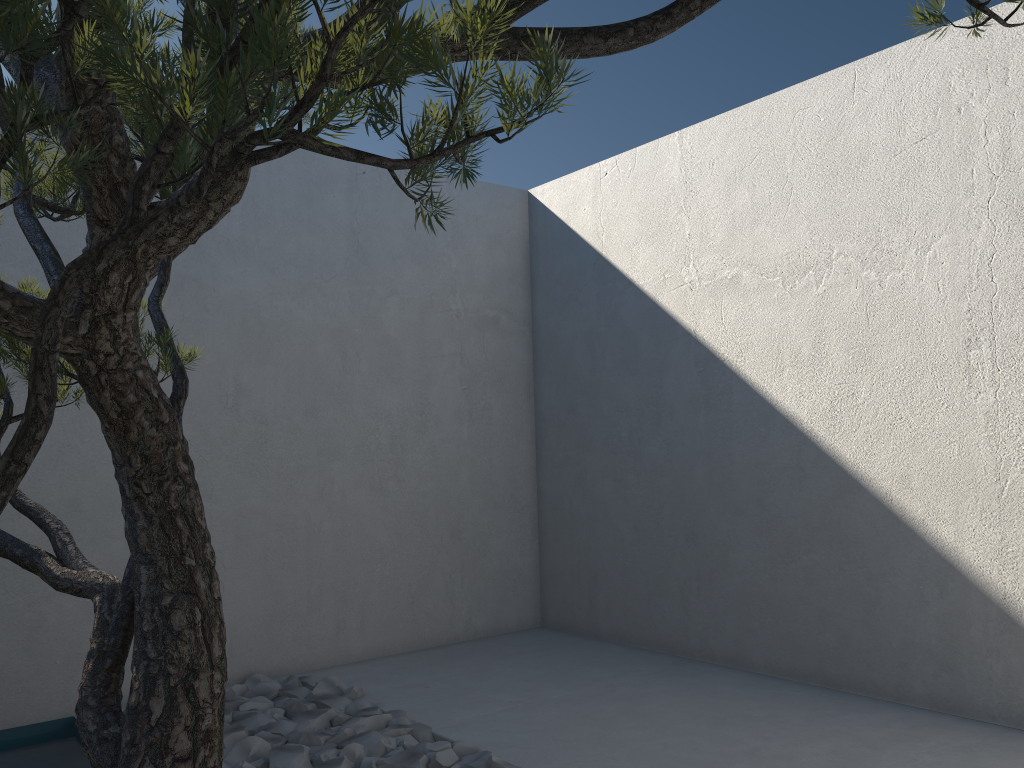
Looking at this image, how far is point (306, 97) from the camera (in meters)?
0.67

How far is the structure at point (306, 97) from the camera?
0.7m

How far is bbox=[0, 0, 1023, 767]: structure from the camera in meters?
0.7 m

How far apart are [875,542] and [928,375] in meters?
0.7 m

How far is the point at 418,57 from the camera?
A: 0.67m

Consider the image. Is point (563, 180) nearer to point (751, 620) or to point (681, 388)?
point (681, 388)
